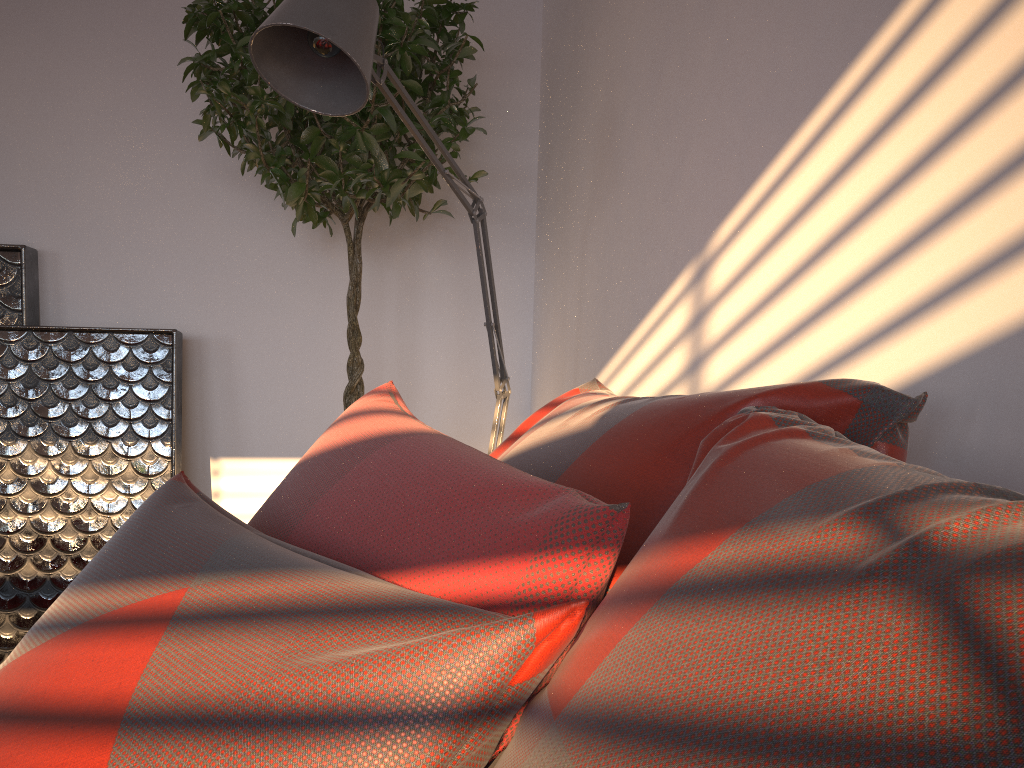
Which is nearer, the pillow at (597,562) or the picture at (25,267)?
the pillow at (597,562)

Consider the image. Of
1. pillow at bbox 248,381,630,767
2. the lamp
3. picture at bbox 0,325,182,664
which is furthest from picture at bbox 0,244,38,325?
pillow at bbox 248,381,630,767

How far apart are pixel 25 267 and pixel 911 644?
2.74m

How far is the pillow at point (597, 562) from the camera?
0.6 meters

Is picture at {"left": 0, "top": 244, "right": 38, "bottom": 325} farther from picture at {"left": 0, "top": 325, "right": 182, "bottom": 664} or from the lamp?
the lamp

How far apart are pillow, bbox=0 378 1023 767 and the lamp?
0.58m

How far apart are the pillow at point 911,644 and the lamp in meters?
0.6 m

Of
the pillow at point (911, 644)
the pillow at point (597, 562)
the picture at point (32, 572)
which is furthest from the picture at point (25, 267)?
the pillow at point (911, 644)

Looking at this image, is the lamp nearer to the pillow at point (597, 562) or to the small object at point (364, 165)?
the small object at point (364, 165)

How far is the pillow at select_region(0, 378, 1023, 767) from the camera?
0.3m
